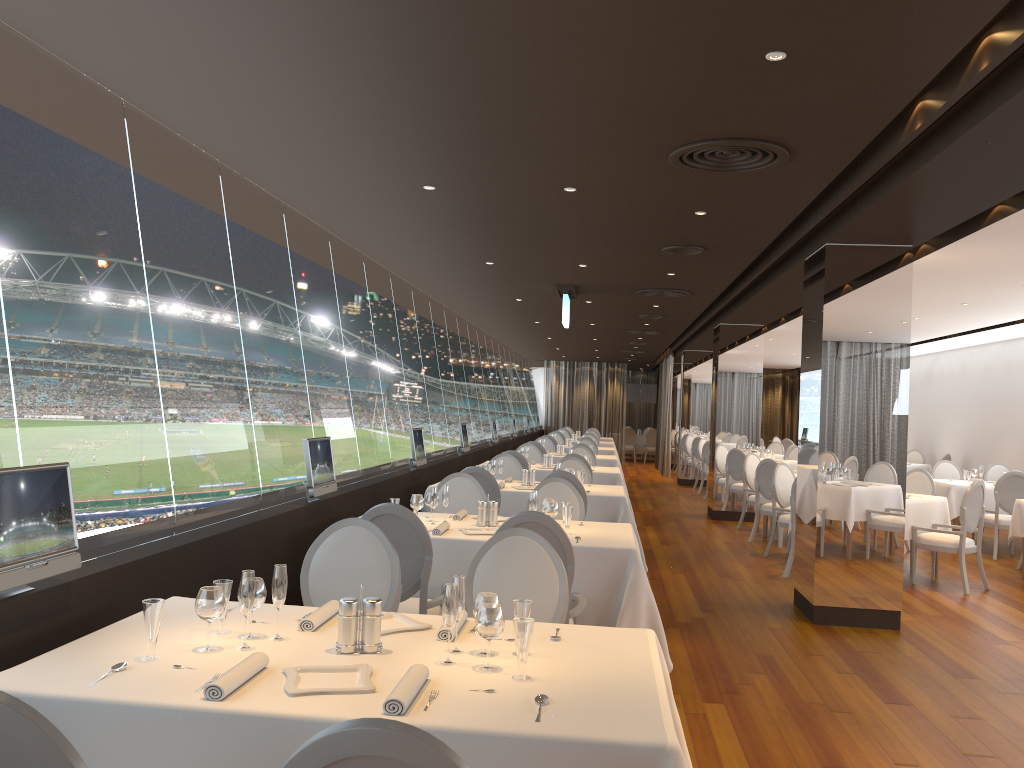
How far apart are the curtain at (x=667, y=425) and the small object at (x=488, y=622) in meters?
19.7

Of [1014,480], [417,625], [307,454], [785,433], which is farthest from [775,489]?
[785,433]

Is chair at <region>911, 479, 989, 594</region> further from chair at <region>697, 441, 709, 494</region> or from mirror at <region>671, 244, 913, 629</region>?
chair at <region>697, 441, 709, 494</region>

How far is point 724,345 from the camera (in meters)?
13.60

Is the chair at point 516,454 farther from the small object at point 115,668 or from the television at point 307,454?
the small object at point 115,668

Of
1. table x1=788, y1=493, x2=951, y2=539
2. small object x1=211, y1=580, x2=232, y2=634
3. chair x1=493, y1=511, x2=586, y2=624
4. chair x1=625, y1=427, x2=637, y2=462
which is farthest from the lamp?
small object x1=211, y1=580, x2=232, y2=634

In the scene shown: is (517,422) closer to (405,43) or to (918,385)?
(918,385)

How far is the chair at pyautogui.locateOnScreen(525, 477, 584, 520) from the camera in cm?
664

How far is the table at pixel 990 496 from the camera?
11.30m

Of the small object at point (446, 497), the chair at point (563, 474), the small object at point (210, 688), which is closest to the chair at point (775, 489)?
the chair at point (563, 474)
